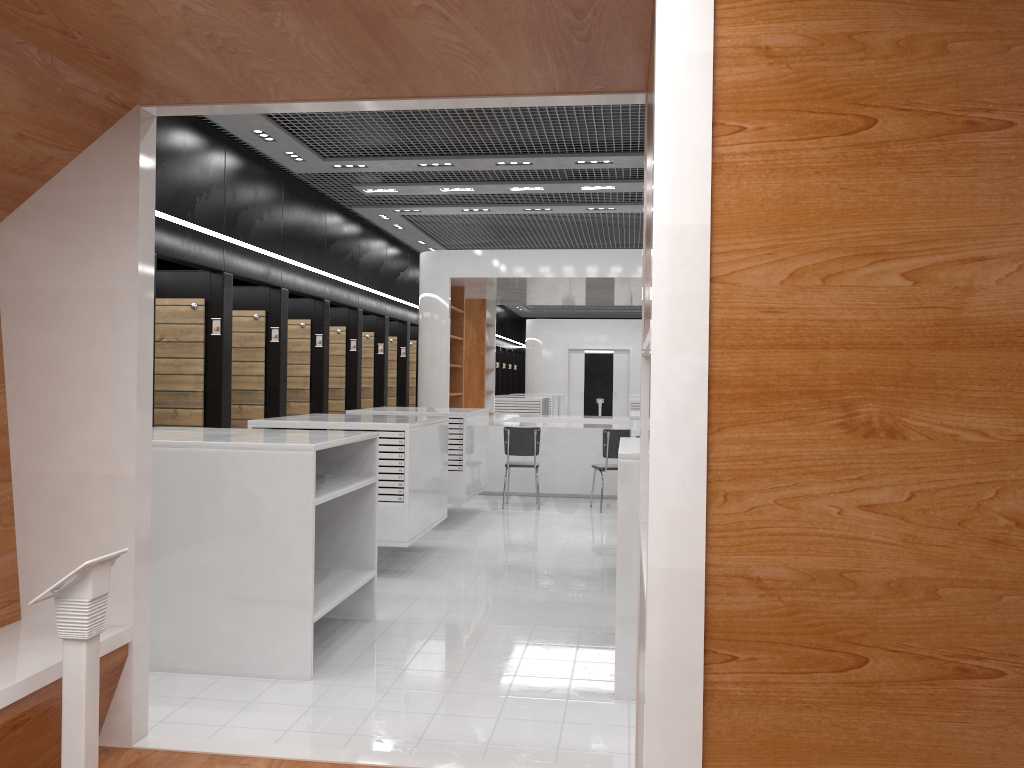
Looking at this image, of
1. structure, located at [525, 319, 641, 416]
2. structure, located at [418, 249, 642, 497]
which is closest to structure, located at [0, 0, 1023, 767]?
structure, located at [418, 249, 642, 497]

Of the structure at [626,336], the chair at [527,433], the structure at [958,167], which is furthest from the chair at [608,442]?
the structure at [626,336]

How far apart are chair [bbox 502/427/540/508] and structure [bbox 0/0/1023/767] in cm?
771

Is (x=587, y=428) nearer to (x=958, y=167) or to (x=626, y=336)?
(x=958, y=167)

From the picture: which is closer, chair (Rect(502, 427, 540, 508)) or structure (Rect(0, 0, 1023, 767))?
structure (Rect(0, 0, 1023, 767))

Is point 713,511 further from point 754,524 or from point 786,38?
point 786,38

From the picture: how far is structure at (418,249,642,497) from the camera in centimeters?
1186cm

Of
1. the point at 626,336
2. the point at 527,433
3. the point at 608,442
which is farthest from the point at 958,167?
the point at 626,336

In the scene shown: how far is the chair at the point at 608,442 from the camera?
10.6m

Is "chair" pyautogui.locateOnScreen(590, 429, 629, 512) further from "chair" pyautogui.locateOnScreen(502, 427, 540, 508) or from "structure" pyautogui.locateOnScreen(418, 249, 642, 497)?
"structure" pyautogui.locateOnScreen(418, 249, 642, 497)
